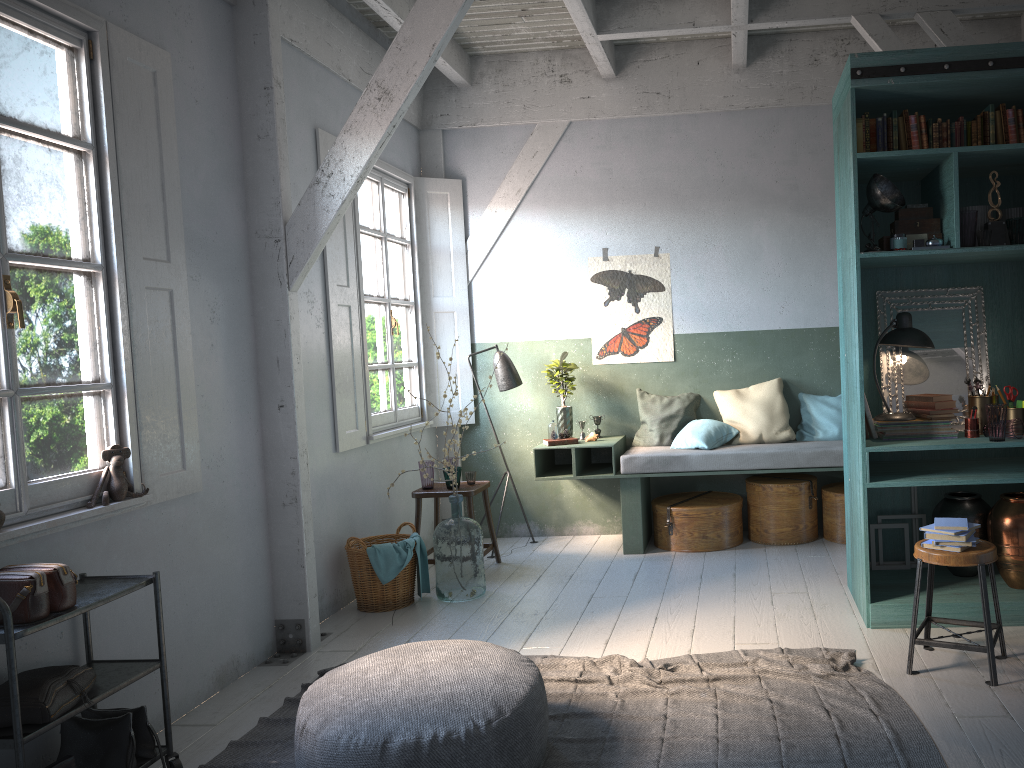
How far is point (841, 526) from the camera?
7.0m

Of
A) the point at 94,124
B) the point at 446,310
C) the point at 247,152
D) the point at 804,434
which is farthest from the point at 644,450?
the point at 94,124

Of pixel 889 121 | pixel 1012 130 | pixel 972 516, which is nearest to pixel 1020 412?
pixel 972 516

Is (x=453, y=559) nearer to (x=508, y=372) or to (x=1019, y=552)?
(x=508, y=372)

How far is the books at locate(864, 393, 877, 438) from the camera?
5.24m

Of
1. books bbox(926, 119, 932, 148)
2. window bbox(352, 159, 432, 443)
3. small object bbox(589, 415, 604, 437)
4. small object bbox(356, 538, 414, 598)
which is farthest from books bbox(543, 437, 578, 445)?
books bbox(926, 119, 932, 148)

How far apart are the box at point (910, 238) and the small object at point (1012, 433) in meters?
1.1 m

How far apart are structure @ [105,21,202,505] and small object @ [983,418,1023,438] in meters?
4.4

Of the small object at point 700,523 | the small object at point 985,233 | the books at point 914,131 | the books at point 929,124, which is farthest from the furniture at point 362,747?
the books at point 929,124

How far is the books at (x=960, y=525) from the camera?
4.16m
